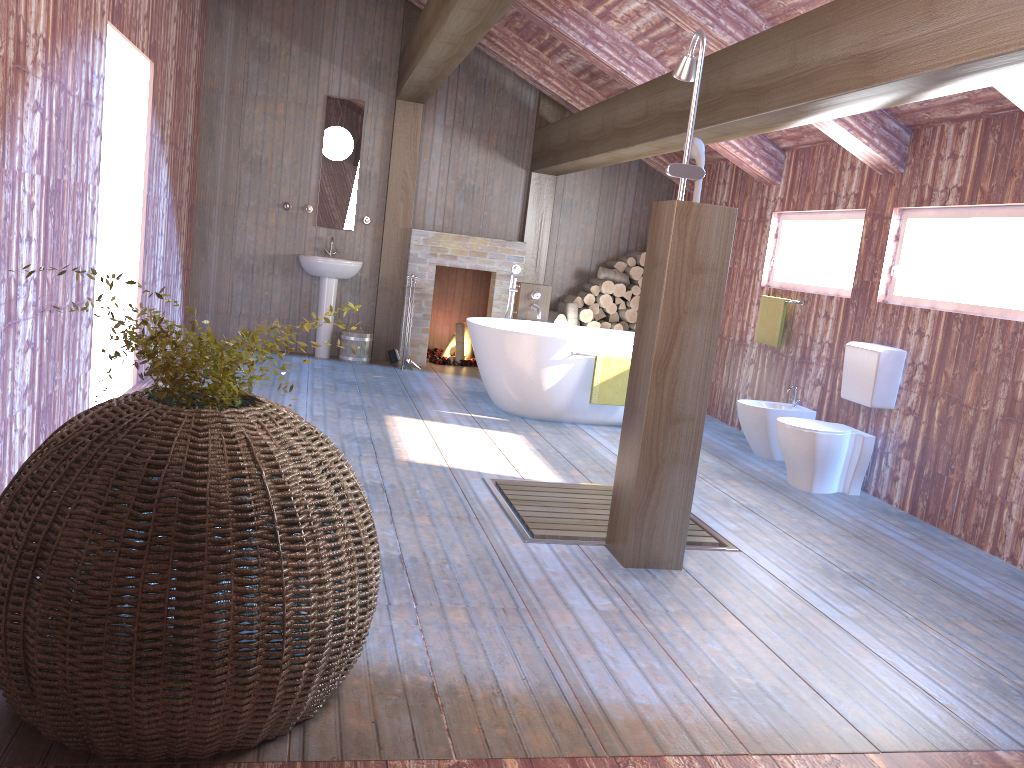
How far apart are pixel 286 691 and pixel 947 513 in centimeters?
397cm

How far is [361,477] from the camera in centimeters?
447cm

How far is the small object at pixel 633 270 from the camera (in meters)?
8.61

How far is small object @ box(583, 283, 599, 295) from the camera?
8.6 meters

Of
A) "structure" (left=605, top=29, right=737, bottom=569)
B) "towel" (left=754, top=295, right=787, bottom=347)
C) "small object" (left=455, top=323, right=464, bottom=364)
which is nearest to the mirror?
"small object" (left=455, top=323, right=464, bottom=364)

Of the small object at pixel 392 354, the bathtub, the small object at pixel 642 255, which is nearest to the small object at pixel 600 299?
the small object at pixel 642 255

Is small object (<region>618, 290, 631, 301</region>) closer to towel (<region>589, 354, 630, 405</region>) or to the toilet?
towel (<region>589, 354, 630, 405</region>)

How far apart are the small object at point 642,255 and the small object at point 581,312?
0.69m

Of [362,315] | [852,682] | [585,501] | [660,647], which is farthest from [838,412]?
[362,315]

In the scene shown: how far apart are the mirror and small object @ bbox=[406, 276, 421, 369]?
1.40m
